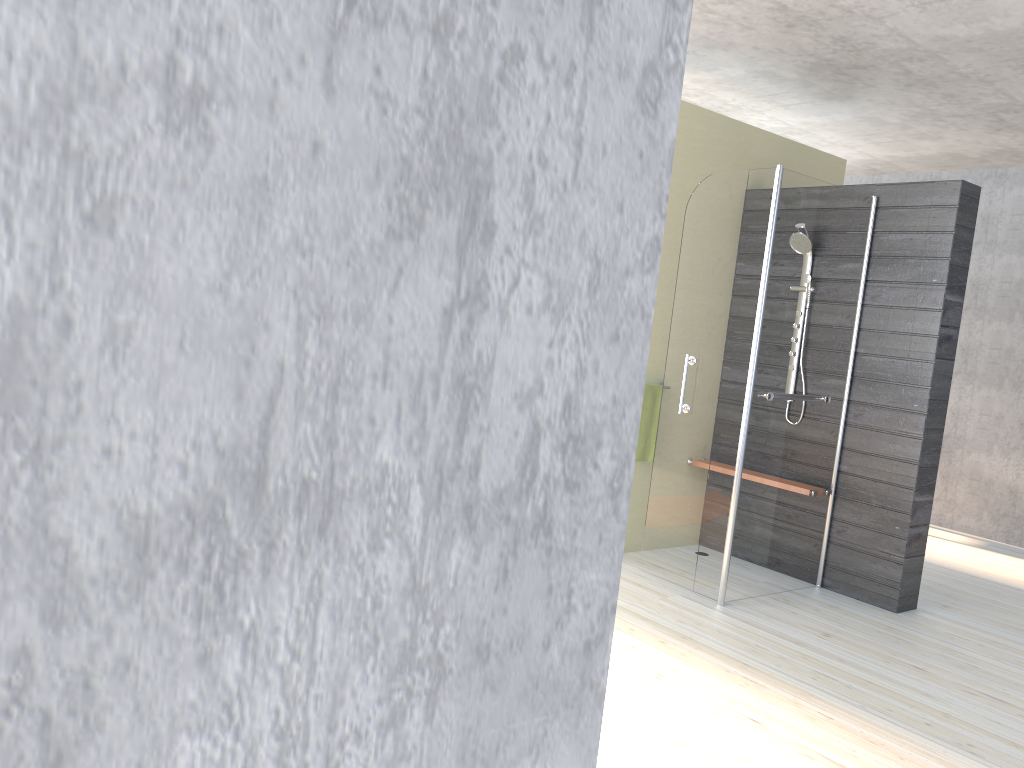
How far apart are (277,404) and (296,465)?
0.0 meters

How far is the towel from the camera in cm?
486

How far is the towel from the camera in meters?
4.9
